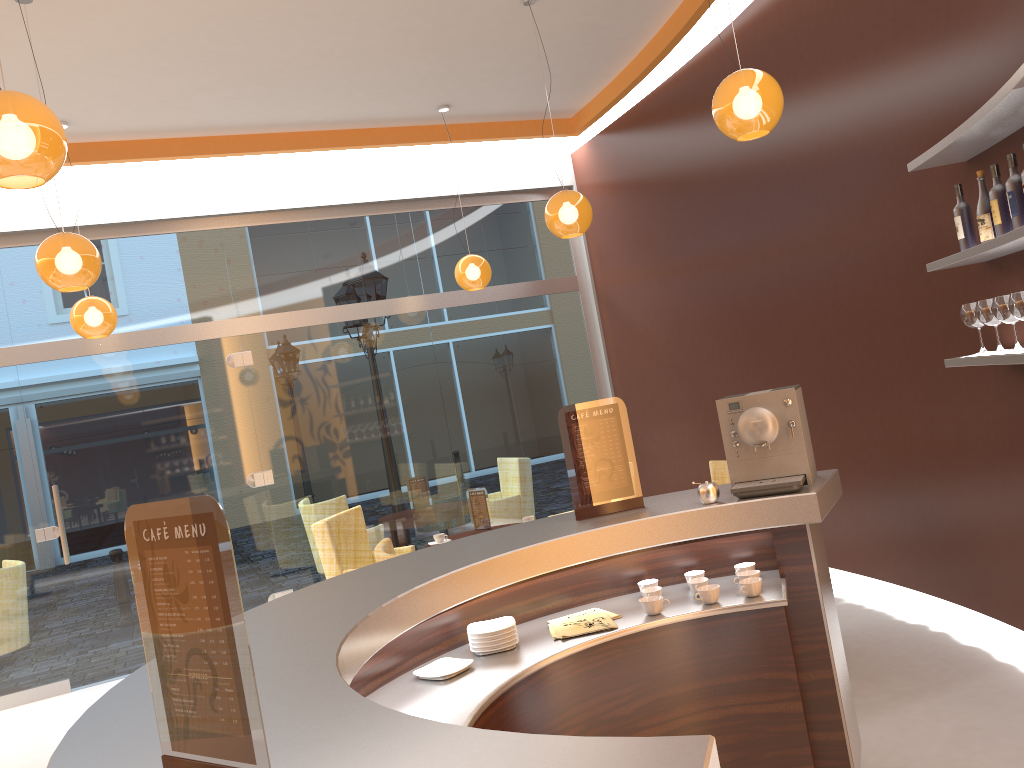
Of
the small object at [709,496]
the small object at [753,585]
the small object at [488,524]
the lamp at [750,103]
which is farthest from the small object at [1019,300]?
the small object at [488,524]

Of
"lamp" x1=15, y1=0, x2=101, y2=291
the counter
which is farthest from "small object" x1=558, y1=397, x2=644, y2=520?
"lamp" x1=15, y1=0, x2=101, y2=291

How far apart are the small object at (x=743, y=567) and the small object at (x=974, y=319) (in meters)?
1.56

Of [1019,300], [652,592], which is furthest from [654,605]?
[1019,300]

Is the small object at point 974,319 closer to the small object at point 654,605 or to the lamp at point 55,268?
the small object at point 654,605

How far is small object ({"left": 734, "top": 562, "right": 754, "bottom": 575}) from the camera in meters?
3.0 m

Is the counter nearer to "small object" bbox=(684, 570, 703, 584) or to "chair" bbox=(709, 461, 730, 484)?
"small object" bbox=(684, 570, 703, 584)

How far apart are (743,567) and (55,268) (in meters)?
3.45

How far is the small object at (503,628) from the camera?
2.7 meters

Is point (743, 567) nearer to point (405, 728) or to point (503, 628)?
point (503, 628)
